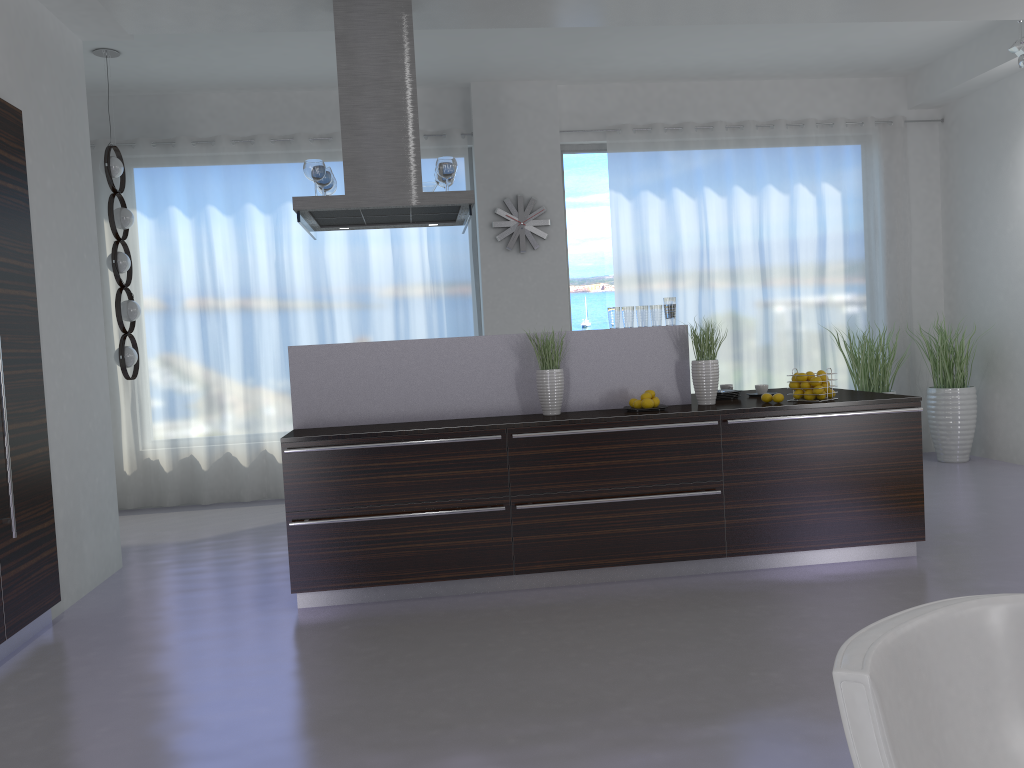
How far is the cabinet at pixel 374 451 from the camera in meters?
4.3

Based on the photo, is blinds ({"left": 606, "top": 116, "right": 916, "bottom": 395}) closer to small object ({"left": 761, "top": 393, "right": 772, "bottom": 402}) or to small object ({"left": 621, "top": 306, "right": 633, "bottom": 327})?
small object ({"left": 621, "top": 306, "right": 633, "bottom": 327})

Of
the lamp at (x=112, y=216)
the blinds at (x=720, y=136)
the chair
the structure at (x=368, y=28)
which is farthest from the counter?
the chair

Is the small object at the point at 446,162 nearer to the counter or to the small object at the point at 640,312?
the counter

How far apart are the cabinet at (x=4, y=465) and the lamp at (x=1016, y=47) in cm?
629

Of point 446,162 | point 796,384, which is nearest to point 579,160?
point 446,162

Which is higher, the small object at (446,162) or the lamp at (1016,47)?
the lamp at (1016,47)

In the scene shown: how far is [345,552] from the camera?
4.34m

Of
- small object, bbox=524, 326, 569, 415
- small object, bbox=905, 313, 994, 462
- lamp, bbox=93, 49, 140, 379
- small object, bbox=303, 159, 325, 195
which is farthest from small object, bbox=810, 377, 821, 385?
lamp, bbox=93, 49, 140, 379

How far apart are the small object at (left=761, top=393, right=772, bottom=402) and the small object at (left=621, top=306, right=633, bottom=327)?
0.8m
